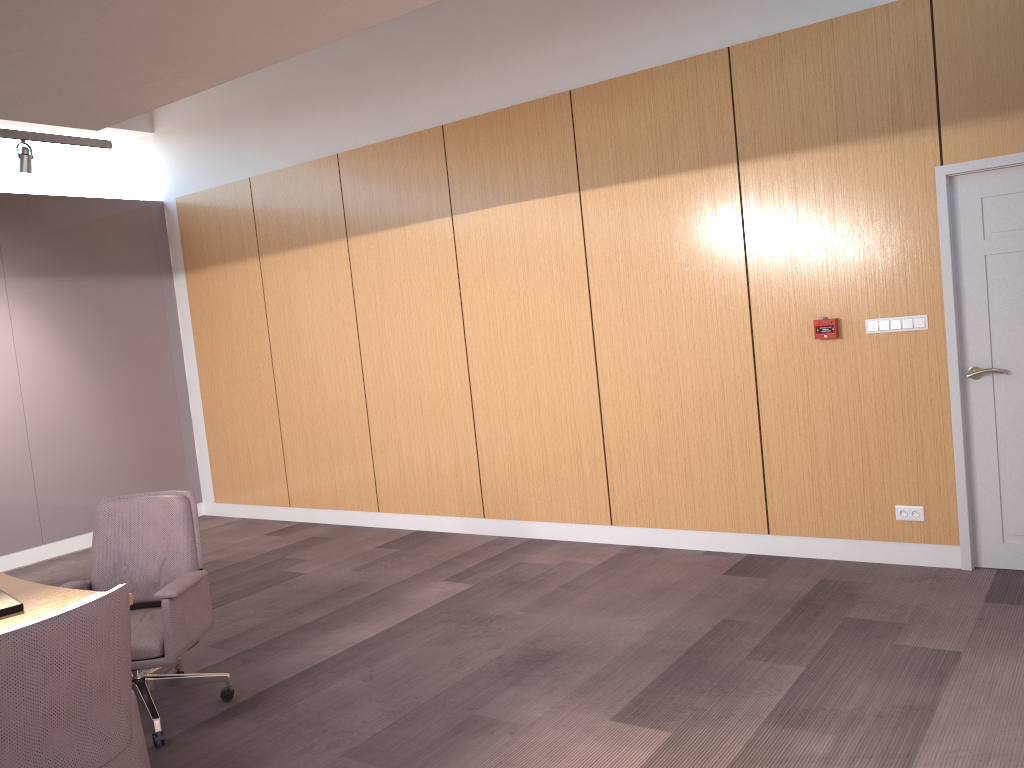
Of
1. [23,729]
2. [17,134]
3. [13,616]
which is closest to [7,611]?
[13,616]

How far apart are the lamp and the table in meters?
3.6 m

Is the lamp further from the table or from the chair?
the table

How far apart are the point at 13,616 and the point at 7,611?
0.0m

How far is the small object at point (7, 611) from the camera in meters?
3.1 m

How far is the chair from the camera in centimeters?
227cm

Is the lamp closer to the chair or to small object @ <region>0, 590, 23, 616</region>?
the chair

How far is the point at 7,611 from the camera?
3.1 meters

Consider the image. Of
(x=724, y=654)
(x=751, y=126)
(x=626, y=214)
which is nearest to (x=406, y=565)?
(x=724, y=654)

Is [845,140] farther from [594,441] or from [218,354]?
[218,354]
